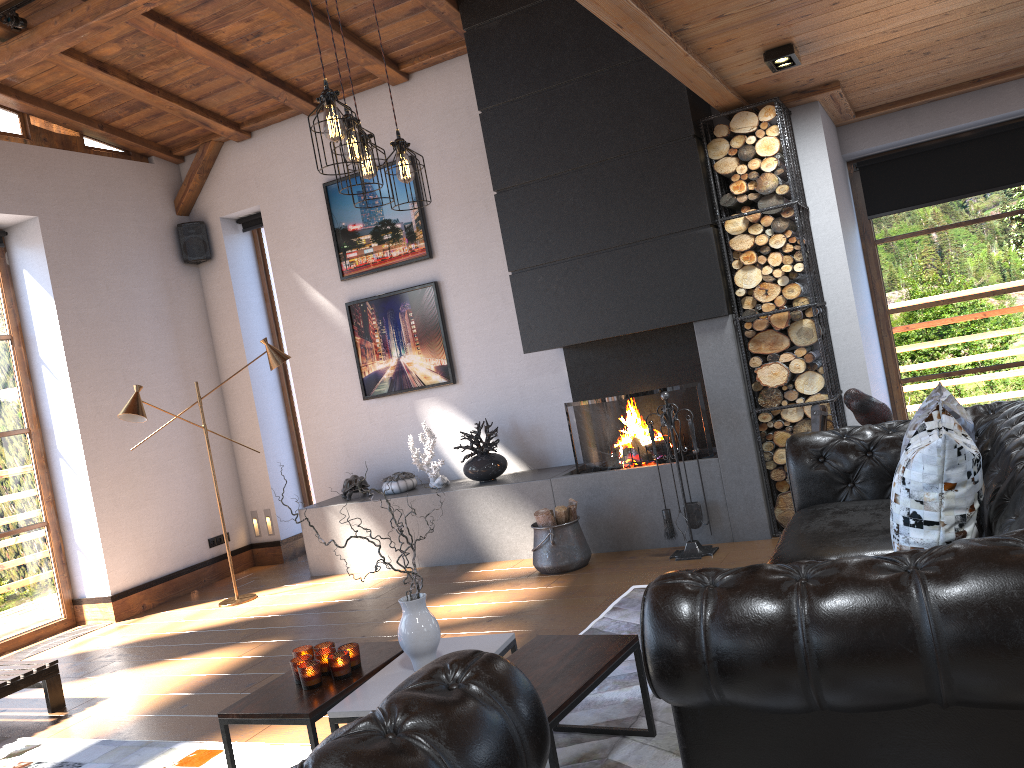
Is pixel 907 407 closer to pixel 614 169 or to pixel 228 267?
pixel 614 169

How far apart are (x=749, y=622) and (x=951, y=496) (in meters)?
0.95

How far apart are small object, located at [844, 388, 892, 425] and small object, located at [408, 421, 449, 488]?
3.16m

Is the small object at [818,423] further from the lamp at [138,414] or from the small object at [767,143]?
the lamp at [138,414]

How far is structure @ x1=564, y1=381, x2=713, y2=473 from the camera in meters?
5.8

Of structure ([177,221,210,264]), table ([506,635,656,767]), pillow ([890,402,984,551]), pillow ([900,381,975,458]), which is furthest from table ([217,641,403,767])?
structure ([177,221,210,264])

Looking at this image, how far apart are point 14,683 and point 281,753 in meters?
1.9

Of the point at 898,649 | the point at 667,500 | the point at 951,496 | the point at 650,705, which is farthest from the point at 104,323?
the point at 898,649

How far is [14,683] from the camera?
4.5 meters

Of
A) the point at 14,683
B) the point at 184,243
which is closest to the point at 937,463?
the point at 14,683
